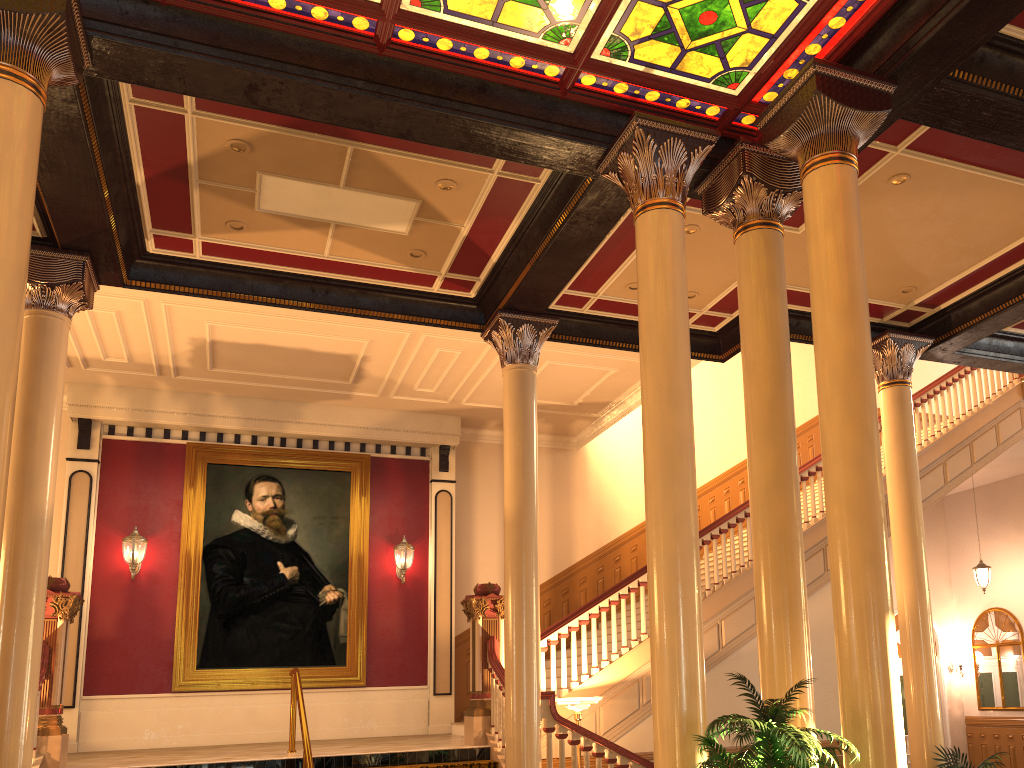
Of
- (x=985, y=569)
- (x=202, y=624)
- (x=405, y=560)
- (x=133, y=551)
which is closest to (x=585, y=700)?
(x=405, y=560)

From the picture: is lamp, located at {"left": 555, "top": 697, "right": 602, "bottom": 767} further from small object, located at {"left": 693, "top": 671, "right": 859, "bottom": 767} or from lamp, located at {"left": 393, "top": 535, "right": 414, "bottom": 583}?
lamp, located at {"left": 393, "top": 535, "right": 414, "bottom": 583}

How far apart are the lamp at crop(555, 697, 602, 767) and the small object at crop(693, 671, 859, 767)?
3.90m

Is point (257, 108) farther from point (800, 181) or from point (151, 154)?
point (800, 181)

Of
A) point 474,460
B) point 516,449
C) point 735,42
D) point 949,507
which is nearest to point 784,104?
point 735,42

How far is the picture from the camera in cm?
1187

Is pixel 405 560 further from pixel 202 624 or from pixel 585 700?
pixel 585 700

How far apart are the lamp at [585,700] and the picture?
4.5m

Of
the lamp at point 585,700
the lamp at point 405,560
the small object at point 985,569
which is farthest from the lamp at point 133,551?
the small object at point 985,569

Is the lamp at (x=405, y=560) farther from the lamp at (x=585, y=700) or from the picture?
the lamp at (x=585, y=700)
